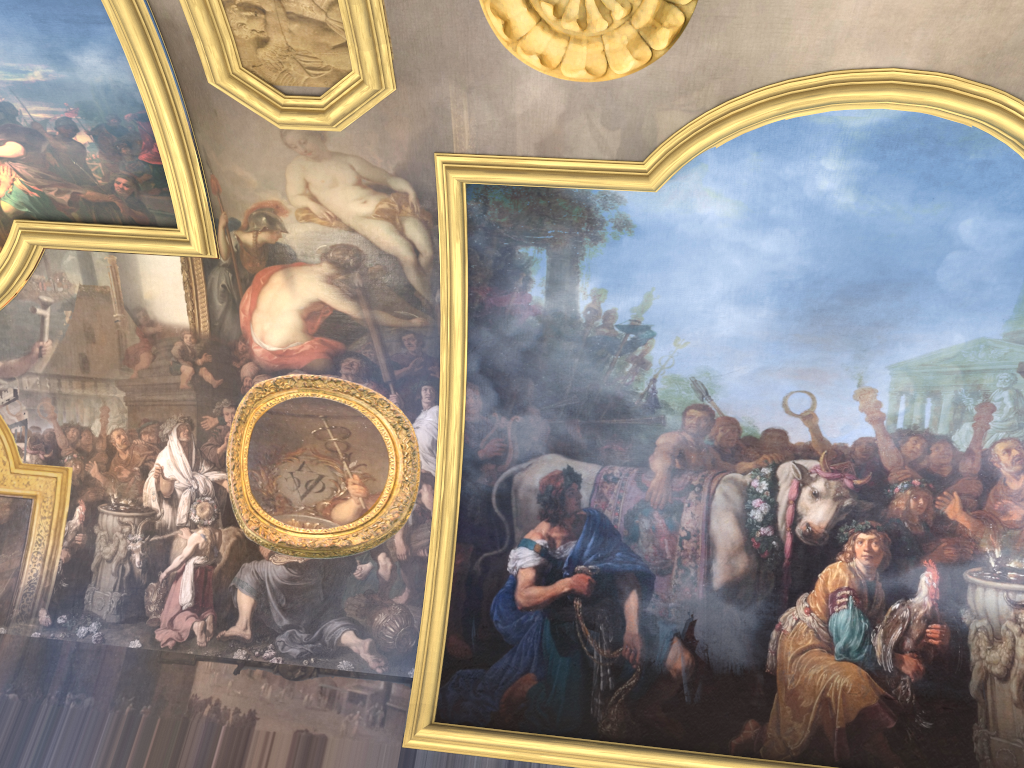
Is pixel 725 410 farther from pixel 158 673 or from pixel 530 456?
pixel 158 673

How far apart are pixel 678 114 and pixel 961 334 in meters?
4.1
